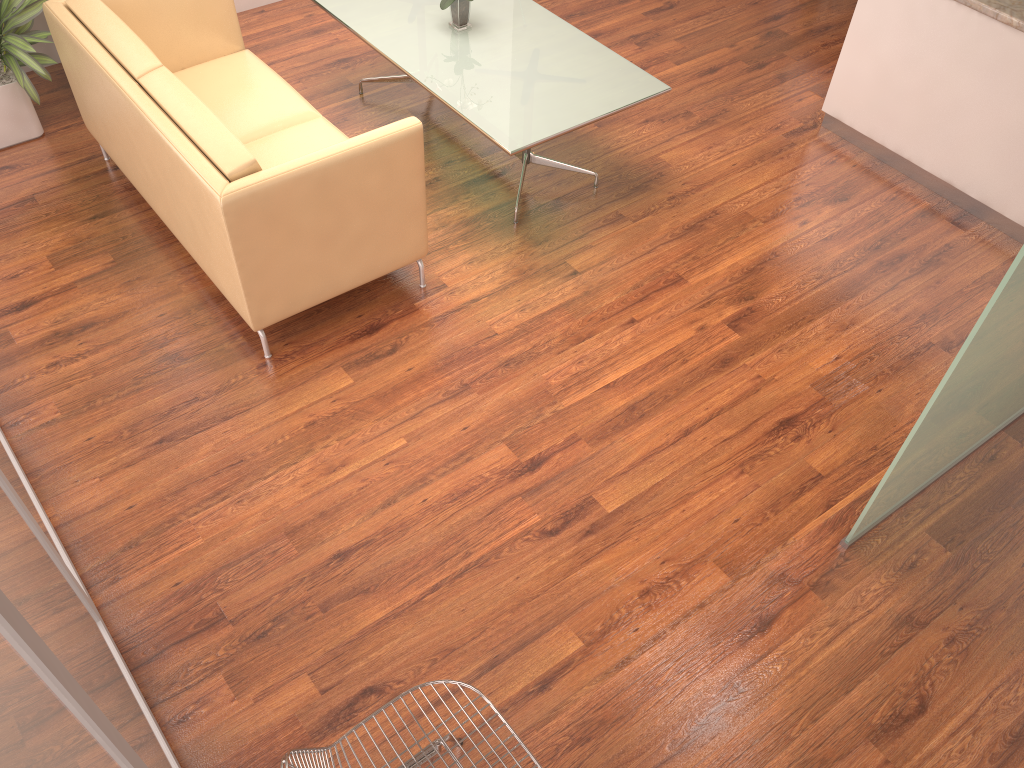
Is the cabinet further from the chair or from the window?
the window

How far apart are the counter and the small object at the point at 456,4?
2.39m

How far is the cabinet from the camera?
4.2 meters

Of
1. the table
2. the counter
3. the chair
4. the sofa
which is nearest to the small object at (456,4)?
the table

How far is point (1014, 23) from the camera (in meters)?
4.01

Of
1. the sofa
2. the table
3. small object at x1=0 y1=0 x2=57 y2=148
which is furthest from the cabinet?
small object at x1=0 y1=0 x2=57 y2=148

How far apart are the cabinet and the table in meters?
1.3

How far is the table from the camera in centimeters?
402cm

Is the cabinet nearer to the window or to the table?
the table

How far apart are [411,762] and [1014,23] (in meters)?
4.05
